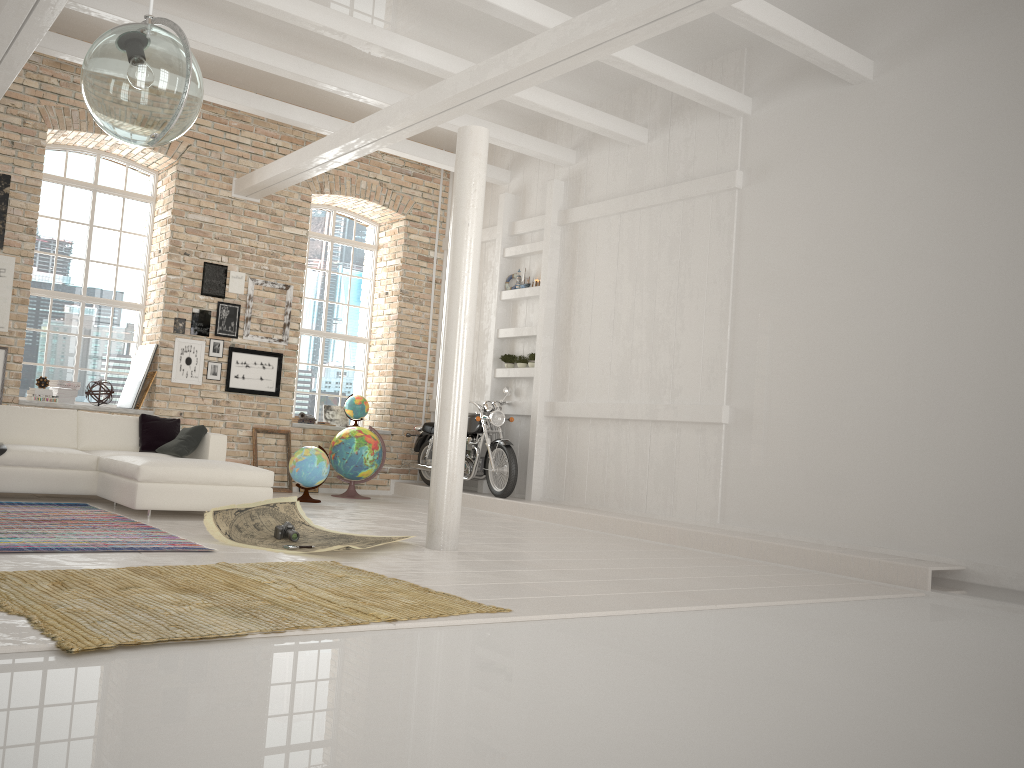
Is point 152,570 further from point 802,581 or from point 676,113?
point 676,113

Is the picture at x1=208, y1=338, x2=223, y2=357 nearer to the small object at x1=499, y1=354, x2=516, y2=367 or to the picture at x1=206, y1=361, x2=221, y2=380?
the picture at x1=206, y1=361, x2=221, y2=380

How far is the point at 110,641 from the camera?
3.0m

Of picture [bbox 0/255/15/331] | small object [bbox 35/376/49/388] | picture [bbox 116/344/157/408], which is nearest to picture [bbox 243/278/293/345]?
picture [bbox 116/344/157/408]

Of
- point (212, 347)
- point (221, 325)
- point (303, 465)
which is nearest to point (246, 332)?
point (221, 325)

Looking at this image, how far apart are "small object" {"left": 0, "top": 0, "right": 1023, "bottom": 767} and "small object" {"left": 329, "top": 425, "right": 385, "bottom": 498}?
4.0m

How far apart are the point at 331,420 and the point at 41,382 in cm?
392

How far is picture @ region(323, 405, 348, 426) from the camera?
11.9 meters

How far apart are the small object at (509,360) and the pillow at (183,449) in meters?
4.1 m

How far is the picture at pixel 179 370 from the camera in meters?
10.2 m
